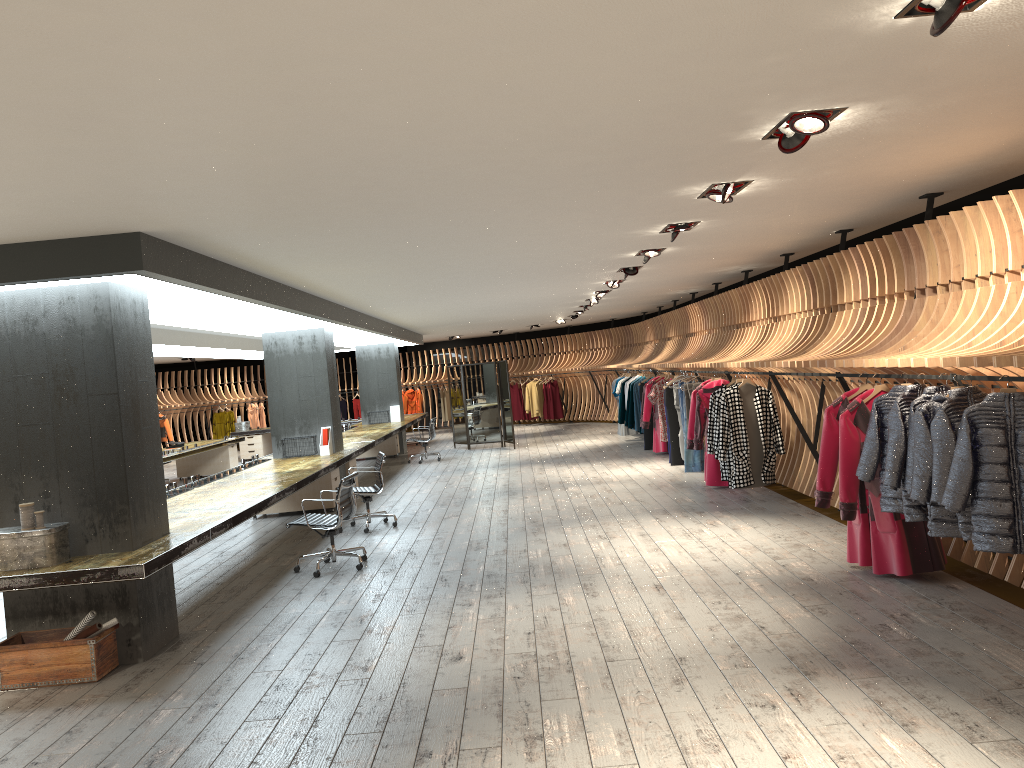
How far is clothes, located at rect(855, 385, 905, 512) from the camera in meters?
5.8

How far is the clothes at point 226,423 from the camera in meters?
25.5 m

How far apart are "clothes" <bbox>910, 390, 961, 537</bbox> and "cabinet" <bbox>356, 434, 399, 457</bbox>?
15.02m

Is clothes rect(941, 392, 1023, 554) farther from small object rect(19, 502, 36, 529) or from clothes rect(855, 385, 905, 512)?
small object rect(19, 502, 36, 529)

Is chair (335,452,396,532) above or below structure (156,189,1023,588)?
below

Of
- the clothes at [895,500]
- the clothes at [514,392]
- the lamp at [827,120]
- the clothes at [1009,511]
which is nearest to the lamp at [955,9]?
the lamp at [827,120]

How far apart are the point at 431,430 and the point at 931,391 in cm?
1330

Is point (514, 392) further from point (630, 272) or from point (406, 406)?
point (630, 272)

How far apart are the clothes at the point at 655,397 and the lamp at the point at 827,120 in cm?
972

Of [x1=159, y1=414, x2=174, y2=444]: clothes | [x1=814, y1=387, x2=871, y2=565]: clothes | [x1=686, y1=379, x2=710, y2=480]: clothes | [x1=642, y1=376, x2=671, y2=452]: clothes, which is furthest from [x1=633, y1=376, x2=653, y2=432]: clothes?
[x1=159, y1=414, x2=174, y2=444]: clothes
